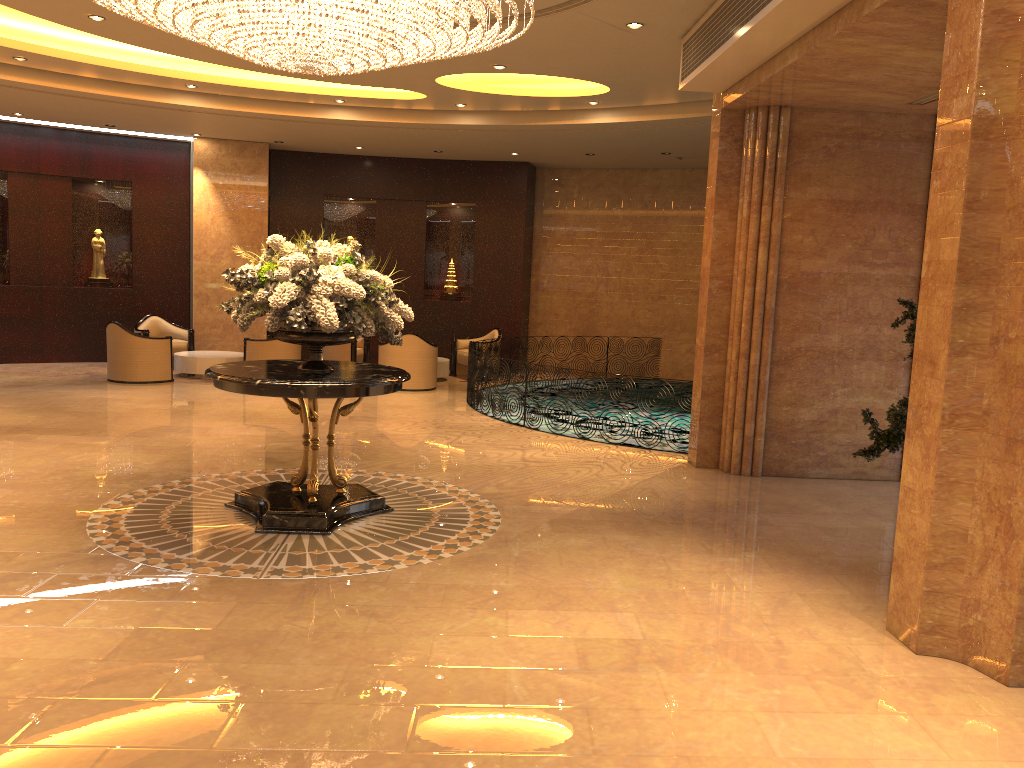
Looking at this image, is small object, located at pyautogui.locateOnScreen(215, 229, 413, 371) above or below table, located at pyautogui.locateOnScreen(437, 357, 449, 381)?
above

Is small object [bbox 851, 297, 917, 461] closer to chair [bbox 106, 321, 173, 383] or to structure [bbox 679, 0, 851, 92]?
structure [bbox 679, 0, 851, 92]

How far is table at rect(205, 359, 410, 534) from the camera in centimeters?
596cm

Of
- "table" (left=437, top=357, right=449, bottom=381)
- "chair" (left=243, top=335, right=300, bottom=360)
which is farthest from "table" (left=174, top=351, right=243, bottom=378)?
"table" (left=437, top=357, right=449, bottom=381)

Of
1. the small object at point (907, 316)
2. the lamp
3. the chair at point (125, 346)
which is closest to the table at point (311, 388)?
the lamp

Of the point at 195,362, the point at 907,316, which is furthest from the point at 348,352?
the point at 907,316

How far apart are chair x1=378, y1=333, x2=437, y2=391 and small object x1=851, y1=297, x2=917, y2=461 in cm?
854

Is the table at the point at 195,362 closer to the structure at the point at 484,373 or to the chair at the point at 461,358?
the chair at the point at 461,358

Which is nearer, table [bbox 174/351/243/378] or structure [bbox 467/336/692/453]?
structure [bbox 467/336/692/453]

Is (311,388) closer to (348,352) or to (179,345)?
(348,352)
